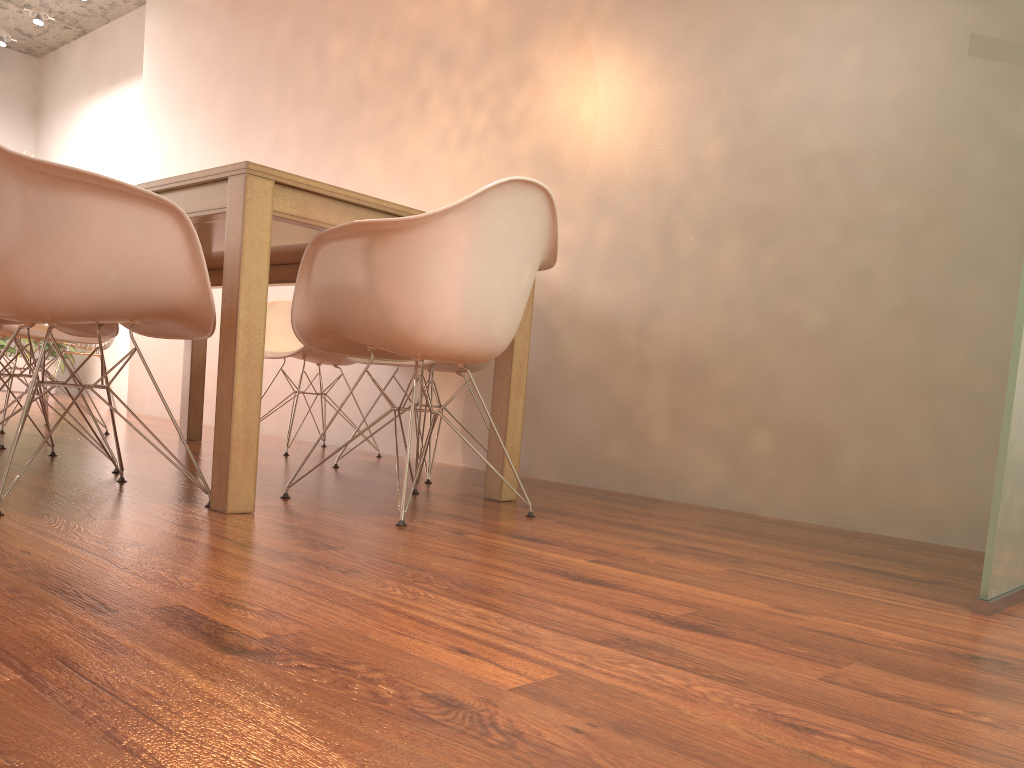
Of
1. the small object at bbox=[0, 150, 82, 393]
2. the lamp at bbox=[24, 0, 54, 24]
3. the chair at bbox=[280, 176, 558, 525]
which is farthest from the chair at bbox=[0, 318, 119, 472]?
the small object at bbox=[0, 150, 82, 393]

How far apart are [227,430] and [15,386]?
6.9m

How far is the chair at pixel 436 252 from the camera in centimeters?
216cm

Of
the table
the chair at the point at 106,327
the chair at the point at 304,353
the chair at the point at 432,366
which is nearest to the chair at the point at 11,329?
the table

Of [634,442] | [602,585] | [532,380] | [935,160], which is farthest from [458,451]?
[602,585]

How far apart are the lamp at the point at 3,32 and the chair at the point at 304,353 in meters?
5.3

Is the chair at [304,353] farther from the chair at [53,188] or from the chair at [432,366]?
the chair at [53,188]

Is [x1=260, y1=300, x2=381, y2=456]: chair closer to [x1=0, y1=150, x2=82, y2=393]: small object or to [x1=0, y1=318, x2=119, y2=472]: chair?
[x1=0, y1=318, x2=119, y2=472]: chair

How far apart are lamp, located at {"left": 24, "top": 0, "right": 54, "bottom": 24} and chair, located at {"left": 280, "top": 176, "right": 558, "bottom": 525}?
6.21m

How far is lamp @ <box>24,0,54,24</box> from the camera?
7.0 meters
